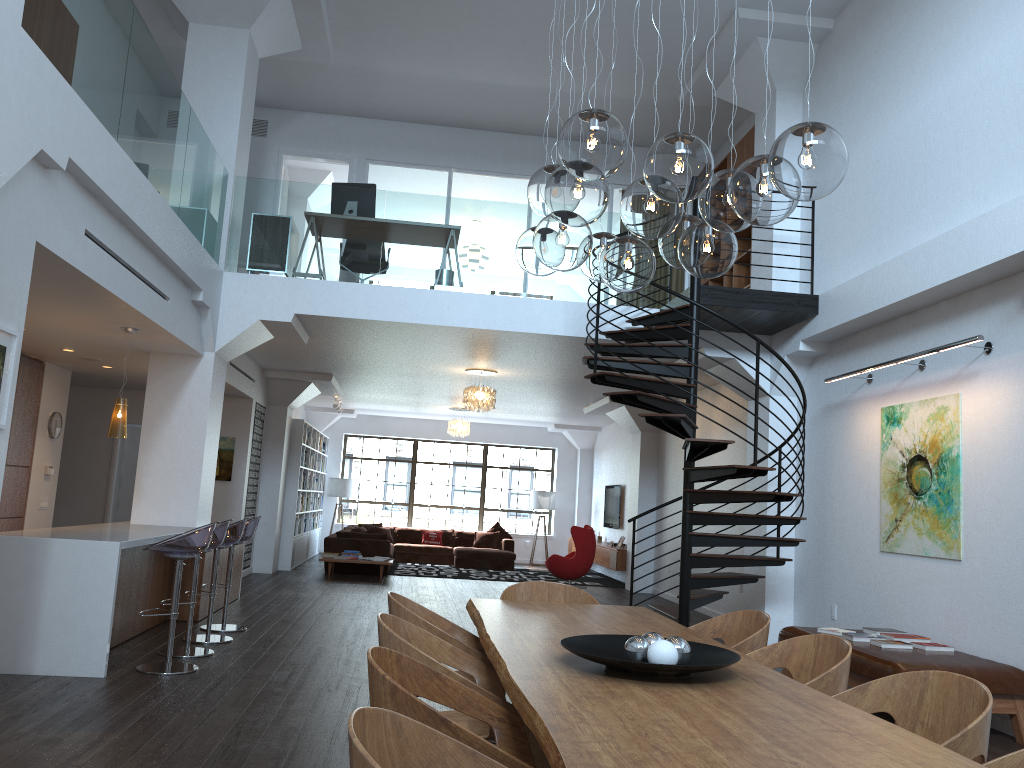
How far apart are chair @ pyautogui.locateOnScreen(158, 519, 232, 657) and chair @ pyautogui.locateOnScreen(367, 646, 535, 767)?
4.39m

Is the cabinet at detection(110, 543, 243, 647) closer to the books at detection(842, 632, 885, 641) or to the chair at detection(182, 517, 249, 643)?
the chair at detection(182, 517, 249, 643)

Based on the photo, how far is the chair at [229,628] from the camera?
7.9 meters

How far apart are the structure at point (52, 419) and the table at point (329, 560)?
4.56m

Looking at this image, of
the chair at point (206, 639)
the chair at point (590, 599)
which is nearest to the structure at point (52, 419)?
the chair at point (206, 639)

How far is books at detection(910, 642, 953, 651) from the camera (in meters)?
6.01

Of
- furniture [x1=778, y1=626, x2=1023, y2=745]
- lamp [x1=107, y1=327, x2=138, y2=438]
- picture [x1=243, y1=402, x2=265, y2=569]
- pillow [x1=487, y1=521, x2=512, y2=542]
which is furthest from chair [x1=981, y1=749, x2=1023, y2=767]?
pillow [x1=487, y1=521, x2=512, y2=542]

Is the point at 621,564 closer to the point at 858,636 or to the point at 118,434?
the point at 858,636

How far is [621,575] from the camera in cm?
1612

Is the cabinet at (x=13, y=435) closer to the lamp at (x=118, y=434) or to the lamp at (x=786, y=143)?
the lamp at (x=118, y=434)
